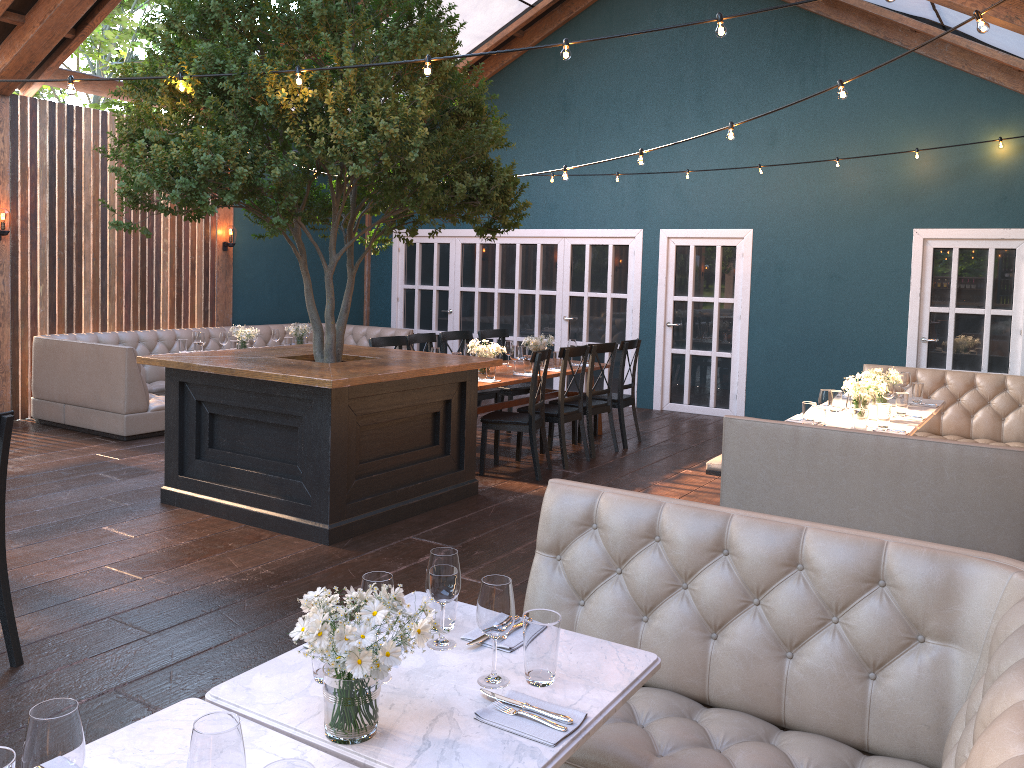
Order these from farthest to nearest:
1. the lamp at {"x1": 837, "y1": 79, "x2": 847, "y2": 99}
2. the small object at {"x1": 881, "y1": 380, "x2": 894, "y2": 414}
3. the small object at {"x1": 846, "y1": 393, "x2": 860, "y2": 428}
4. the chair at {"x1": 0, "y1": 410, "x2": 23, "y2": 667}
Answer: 1. the small object at {"x1": 881, "y1": 380, "x2": 894, "y2": 414}
2. the small object at {"x1": 846, "y1": 393, "x2": 860, "y2": 428}
3. the lamp at {"x1": 837, "y1": 79, "x2": 847, "y2": 99}
4. the chair at {"x1": 0, "y1": 410, "x2": 23, "y2": 667}

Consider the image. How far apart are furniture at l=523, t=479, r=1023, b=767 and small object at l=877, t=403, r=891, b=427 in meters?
3.4 m

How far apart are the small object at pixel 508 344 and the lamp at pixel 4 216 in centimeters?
492cm

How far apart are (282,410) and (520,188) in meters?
2.2

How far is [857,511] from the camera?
4.7 meters

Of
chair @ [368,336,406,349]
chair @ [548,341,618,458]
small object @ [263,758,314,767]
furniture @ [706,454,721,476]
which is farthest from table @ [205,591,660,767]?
chair @ [548,341,618,458]

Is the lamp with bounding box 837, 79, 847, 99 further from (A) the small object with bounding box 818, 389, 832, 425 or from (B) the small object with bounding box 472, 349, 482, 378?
(B) the small object with bounding box 472, 349, 482, 378

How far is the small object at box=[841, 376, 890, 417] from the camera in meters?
6.1

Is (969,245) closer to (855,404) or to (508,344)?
(855,404)

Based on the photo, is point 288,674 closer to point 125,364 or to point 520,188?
point 520,188
